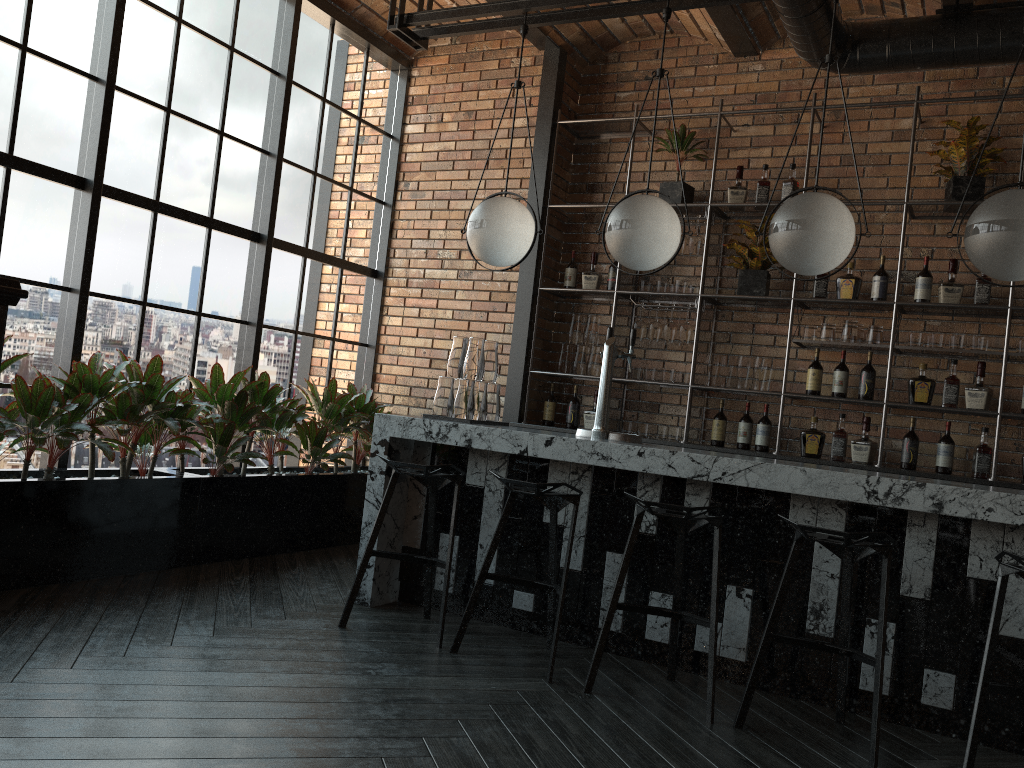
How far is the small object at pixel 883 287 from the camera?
5.2 meters

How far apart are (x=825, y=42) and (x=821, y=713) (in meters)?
3.40

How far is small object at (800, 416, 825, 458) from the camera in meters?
5.3 m

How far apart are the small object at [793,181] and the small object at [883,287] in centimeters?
73cm

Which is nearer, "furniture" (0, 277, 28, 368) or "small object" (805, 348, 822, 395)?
"furniture" (0, 277, 28, 368)

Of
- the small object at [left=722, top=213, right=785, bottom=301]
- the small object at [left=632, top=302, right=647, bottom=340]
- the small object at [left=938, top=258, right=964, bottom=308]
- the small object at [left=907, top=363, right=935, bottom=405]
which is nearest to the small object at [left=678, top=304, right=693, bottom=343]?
the small object at [left=632, top=302, right=647, bottom=340]

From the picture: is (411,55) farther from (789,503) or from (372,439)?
(789,503)

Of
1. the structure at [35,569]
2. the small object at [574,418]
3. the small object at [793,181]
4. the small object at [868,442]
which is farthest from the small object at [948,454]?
the structure at [35,569]

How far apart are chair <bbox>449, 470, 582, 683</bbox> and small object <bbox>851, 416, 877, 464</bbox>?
2.3m

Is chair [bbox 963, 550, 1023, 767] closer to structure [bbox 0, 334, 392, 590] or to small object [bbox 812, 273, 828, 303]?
small object [bbox 812, 273, 828, 303]
